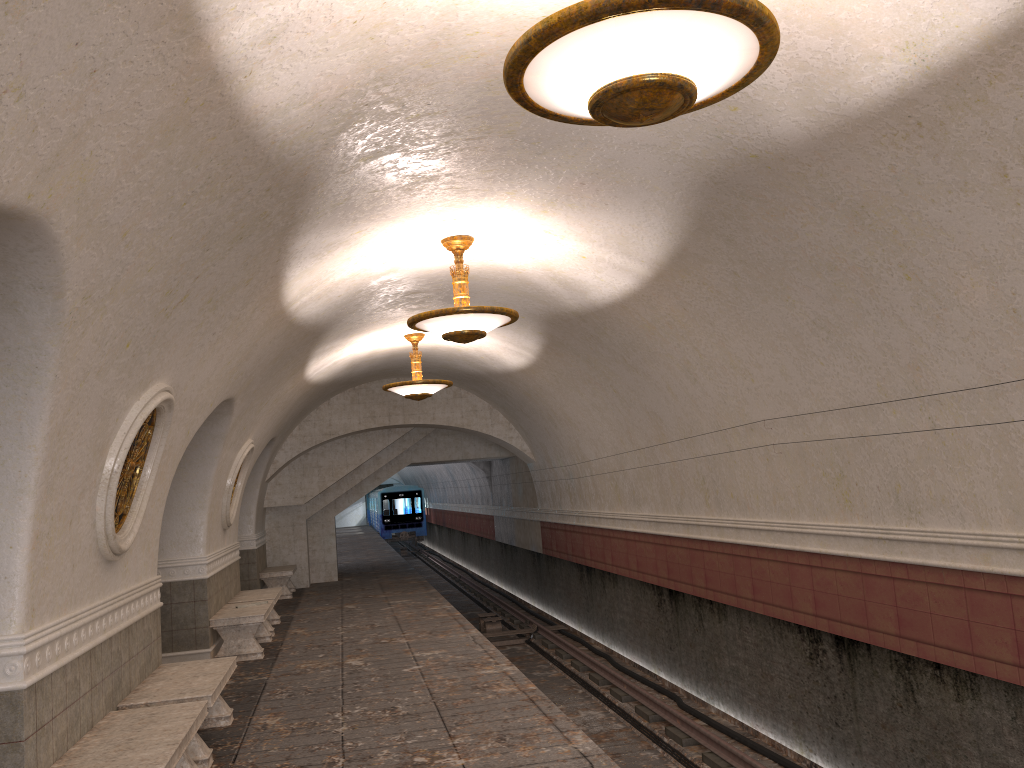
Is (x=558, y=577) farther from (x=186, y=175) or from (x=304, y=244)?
(x=186, y=175)

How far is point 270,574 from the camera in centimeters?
1628cm

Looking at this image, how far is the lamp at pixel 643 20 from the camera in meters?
2.9 m

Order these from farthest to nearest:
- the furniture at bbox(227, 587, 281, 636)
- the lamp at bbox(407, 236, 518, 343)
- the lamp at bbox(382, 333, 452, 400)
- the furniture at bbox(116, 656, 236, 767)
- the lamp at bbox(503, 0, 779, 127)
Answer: the lamp at bbox(382, 333, 452, 400)
the furniture at bbox(227, 587, 281, 636)
the lamp at bbox(407, 236, 518, 343)
the furniture at bbox(116, 656, 236, 767)
the lamp at bbox(503, 0, 779, 127)

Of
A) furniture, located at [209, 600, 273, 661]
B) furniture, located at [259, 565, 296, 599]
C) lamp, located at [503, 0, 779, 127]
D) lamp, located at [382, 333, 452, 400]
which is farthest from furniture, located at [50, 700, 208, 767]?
furniture, located at [259, 565, 296, 599]

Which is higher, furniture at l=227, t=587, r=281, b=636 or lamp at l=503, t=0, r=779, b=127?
lamp at l=503, t=0, r=779, b=127

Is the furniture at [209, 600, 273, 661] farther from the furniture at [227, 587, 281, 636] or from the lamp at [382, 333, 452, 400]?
the lamp at [382, 333, 452, 400]

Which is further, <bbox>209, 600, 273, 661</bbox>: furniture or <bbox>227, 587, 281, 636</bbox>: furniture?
<bbox>227, 587, 281, 636</bbox>: furniture

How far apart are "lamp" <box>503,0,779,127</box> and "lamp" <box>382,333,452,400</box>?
8.71m

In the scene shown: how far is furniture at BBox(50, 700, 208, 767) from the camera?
4.61m
